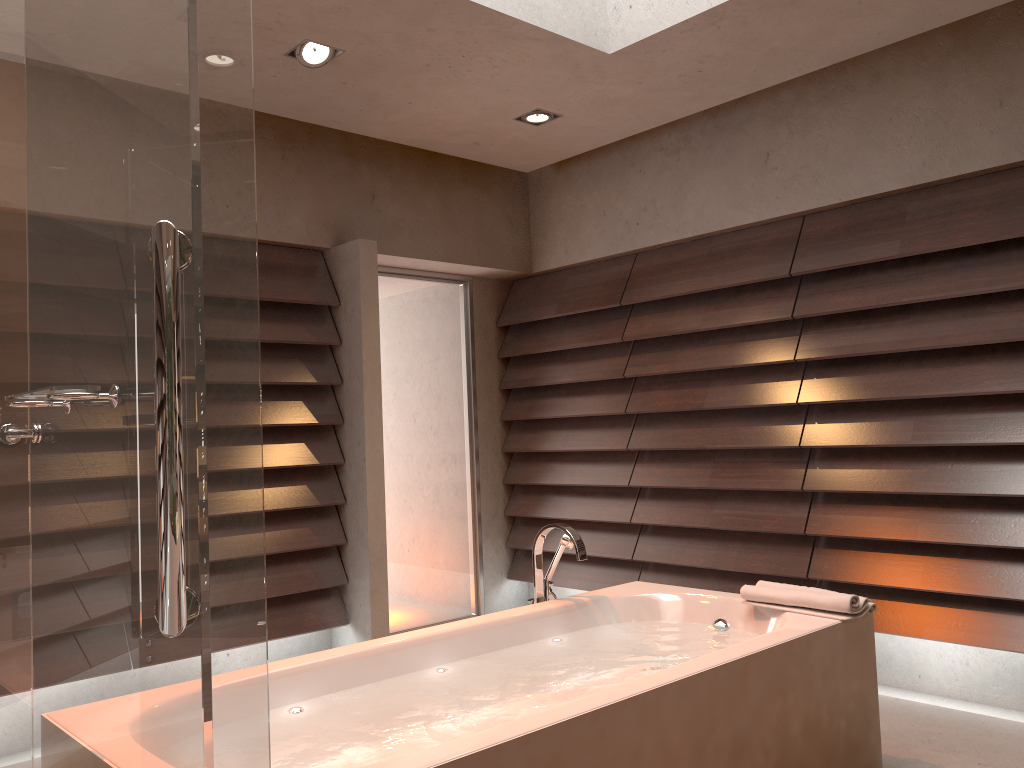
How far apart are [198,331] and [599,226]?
4.1 meters

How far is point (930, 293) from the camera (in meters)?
3.47

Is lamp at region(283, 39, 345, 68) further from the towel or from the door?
the towel

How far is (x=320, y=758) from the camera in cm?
182

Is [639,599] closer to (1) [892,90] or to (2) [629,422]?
(2) [629,422]

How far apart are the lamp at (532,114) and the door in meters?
1.2

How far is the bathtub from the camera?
1.82m

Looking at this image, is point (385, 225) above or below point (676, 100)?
below

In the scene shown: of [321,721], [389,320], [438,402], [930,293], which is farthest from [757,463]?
[321,721]

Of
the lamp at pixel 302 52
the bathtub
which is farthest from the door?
the bathtub
